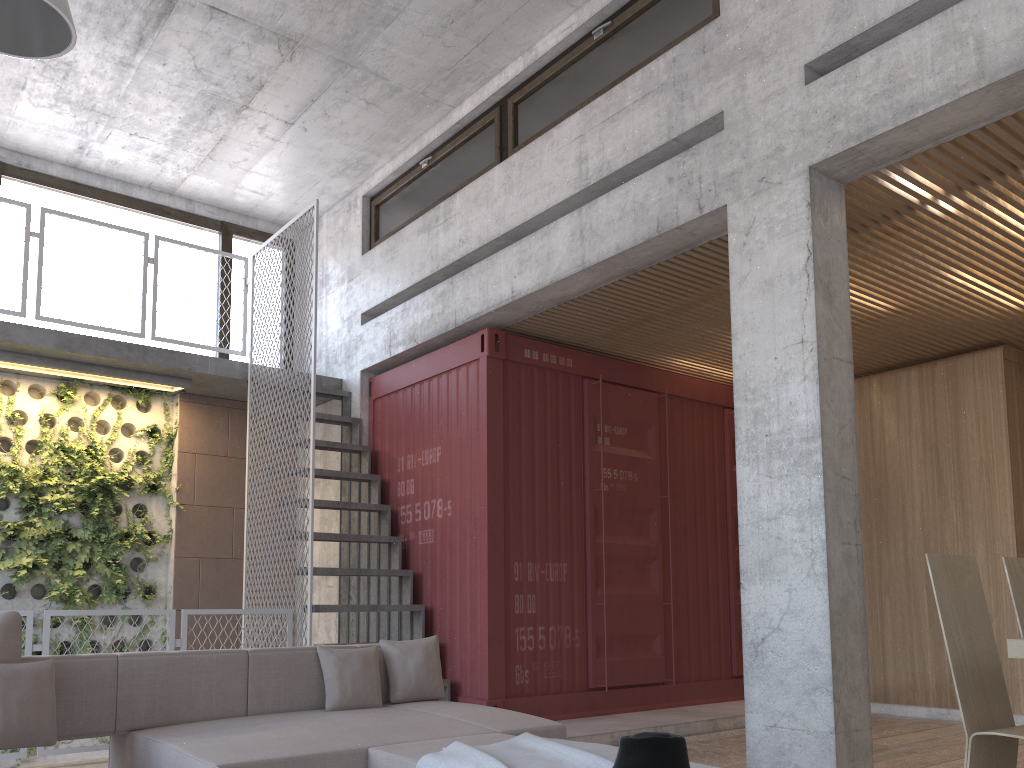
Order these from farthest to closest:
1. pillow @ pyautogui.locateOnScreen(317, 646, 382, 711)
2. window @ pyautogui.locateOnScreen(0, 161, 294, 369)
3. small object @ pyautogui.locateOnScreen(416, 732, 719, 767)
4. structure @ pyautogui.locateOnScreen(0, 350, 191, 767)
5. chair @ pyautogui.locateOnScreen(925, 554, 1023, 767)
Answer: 1. window @ pyautogui.locateOnScreen(0, 161, 294, 369)
2. structure @ pyautogui.locateOnScreen(0, 350, 191, 767)
3. pillow @ pyautogui.locateOnScreen(317, 646, 382, 711)
4. chair @ pyautogui.locateOnScreen(925, 554, 1023, 767)
5. small object @ pyautogui.locateOnScreen(416, 732, 719, 767)

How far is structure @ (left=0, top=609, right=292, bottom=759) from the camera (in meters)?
5.44

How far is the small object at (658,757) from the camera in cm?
240

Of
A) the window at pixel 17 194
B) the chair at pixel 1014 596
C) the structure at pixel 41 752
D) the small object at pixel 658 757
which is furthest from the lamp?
the window at pixel 17 194

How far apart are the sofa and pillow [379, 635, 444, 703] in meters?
0.1

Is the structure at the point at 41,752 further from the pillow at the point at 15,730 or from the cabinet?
the cabinet

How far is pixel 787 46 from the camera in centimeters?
494cm

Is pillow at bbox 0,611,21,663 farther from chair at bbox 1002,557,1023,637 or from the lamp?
chair at bbox 1002,557,1023,637

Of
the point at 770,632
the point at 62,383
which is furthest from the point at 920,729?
the point at 62,383

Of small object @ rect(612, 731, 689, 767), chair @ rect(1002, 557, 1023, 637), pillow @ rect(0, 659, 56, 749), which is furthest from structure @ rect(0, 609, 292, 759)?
chair @ rect(1002, 557, 1023, 637)
